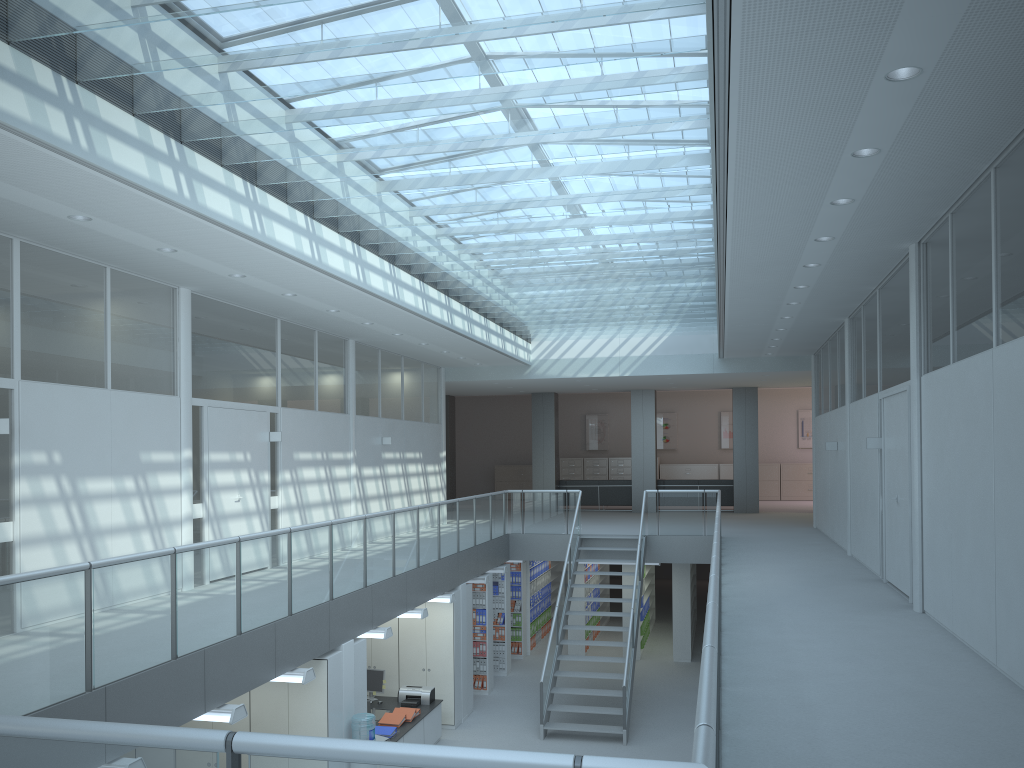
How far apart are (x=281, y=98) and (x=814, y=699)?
4.92m

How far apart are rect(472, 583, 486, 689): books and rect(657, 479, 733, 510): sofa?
8.2m

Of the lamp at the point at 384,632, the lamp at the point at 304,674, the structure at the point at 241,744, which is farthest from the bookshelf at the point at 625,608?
the lamp at the point at 304,674

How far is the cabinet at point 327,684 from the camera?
7.8m

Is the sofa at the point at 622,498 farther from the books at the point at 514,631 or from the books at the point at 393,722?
the books at the point at 393,722

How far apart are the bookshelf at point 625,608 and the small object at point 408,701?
5.4m

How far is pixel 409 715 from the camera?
10.3 meters

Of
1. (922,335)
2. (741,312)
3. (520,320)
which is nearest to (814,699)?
(922,335)

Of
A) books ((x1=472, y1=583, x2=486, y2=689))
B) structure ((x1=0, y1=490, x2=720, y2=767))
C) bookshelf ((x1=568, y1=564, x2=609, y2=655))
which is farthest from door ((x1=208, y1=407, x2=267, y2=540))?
bookshelf ((x1=568, y1=564, x2=609, y2=655))

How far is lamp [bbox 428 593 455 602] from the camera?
11.15m
